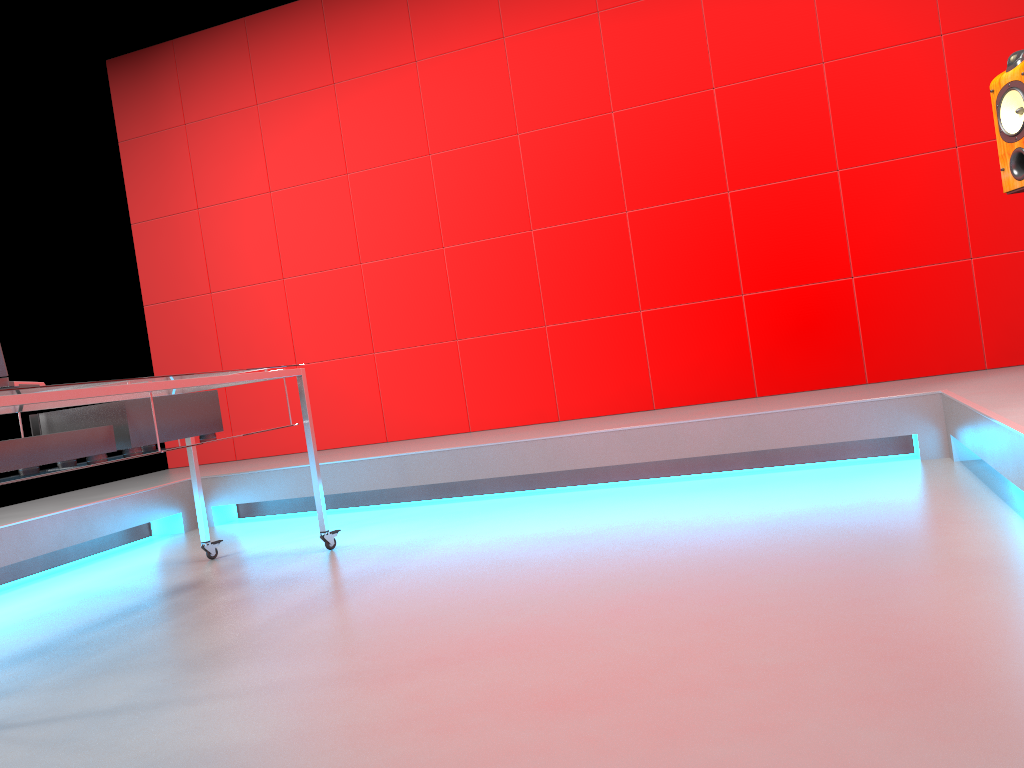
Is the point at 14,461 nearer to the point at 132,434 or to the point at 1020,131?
the point at 132,434

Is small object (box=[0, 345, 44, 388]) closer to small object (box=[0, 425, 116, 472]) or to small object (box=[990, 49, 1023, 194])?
small object (box=[0, 425, 116, 472])

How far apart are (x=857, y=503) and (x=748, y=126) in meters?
2.2 m

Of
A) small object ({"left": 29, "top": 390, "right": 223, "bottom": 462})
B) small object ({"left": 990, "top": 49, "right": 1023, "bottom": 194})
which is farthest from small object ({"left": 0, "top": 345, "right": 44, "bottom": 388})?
small object ({"left": 990, "top": 49, "right": 1023, "bottom": 194})

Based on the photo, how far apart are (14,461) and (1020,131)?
3.0m

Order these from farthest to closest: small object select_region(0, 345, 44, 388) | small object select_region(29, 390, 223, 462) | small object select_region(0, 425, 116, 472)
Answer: small object select_region(29, 390, 223, 462) < small object select_region(0, 425, 116, 472) < small object select_region(0, 345, 44, 388)

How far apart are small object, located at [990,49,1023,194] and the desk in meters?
2.4

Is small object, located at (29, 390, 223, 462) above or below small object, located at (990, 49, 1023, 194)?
below

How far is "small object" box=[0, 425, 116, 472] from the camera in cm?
221

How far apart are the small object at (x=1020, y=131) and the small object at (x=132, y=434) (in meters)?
2.65
